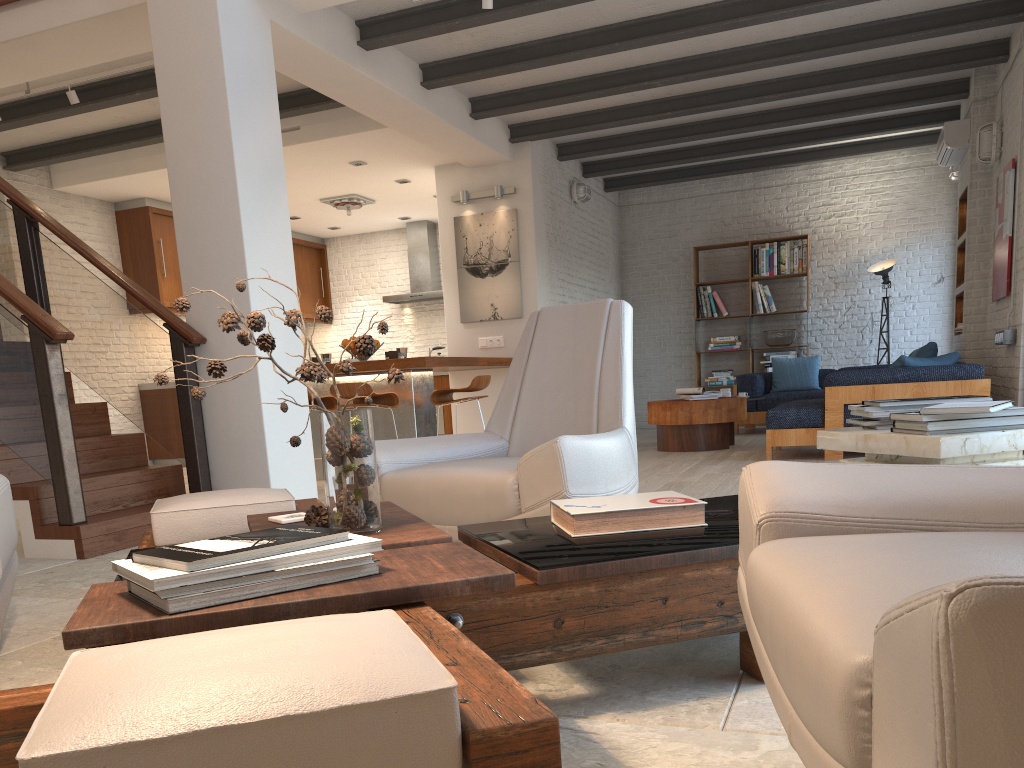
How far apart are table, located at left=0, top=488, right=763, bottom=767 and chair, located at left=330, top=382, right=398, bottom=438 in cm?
365

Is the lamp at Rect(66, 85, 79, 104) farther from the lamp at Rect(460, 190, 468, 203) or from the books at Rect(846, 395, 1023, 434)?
the books at Rect(846, 395, 1023, 434)

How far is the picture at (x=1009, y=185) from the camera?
6.6m

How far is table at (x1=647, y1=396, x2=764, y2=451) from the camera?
7.7 meters

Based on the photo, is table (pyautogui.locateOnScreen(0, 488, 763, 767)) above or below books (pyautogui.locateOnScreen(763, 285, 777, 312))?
below

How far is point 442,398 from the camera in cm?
691

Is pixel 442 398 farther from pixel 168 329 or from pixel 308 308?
pixel 308 308

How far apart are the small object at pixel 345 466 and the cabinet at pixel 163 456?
8.23m

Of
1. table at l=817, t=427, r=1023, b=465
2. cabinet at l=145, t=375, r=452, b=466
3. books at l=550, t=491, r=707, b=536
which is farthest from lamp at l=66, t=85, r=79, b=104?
table at l=817, t=427, r=1023, b=465

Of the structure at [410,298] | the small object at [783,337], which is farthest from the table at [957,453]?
the structure at [410,298]
